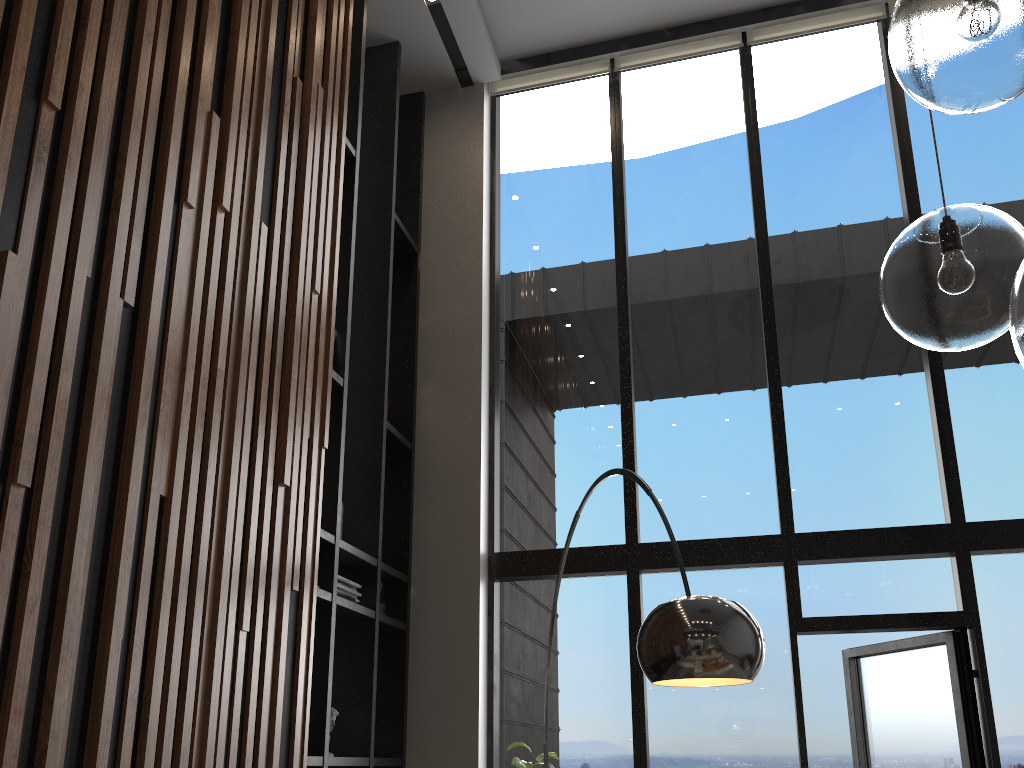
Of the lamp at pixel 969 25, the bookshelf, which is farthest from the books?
the lamp at pixel 969 25

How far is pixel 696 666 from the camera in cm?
202

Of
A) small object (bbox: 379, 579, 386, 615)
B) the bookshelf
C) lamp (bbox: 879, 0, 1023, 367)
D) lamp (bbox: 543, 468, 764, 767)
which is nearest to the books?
the bookshelf

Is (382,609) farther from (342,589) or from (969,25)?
(969,25)

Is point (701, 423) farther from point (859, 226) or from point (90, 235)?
point (90, 235)

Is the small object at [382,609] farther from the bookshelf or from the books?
the books

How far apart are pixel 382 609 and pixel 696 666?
3.07m

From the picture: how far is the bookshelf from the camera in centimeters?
425cm

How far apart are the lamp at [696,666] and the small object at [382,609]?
2.0m

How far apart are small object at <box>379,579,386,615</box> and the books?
0.4m
